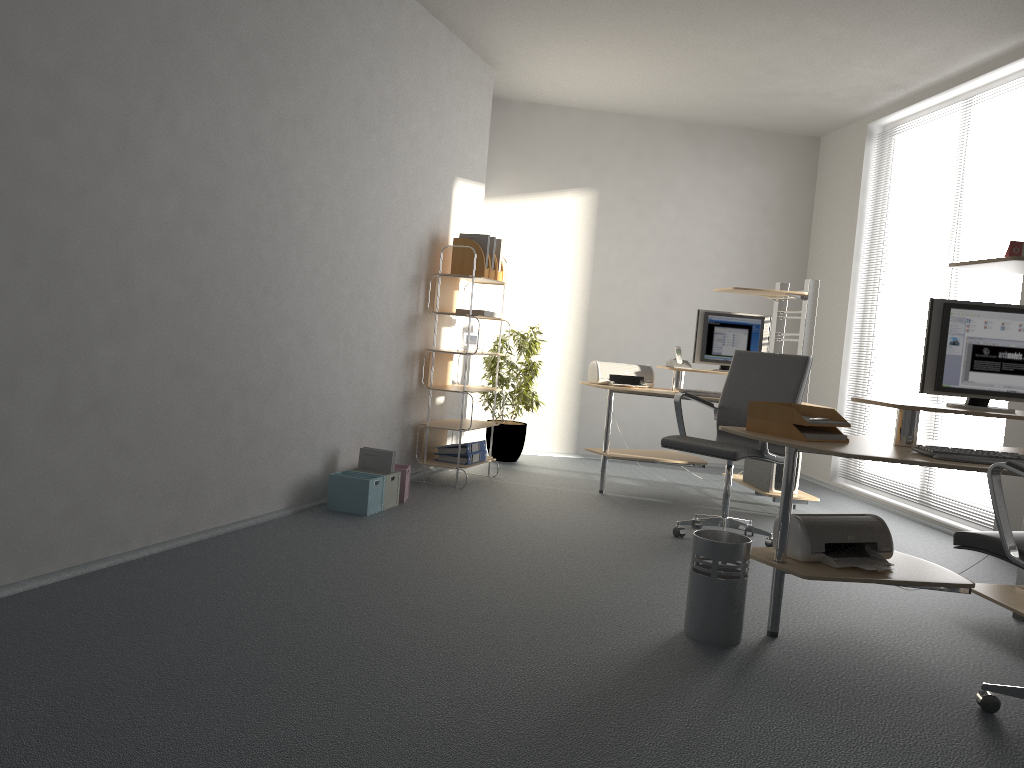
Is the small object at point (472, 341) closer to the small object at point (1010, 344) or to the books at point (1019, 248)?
the small object at point (1010, 344)

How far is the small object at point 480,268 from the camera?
5.9 meters

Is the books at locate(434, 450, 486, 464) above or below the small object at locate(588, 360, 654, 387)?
below

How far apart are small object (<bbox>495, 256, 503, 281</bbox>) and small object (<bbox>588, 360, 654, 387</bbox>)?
0.9m

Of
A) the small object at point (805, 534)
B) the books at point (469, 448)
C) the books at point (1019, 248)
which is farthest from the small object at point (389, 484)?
the books at point (1019, 248)

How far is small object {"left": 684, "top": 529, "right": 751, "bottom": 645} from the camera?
3.1 meters

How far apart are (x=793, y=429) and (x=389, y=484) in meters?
2.4 m

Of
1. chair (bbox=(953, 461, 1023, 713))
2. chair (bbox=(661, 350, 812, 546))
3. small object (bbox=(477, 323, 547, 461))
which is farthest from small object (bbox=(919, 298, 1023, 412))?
small object (bbox=(477, 323, 547, 461))

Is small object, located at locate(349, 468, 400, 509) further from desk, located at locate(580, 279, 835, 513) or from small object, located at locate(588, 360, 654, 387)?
small object, located at locate(588, 360, 654, 387)

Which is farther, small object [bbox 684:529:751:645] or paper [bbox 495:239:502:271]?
paper [bbox 495:239:502:271]
